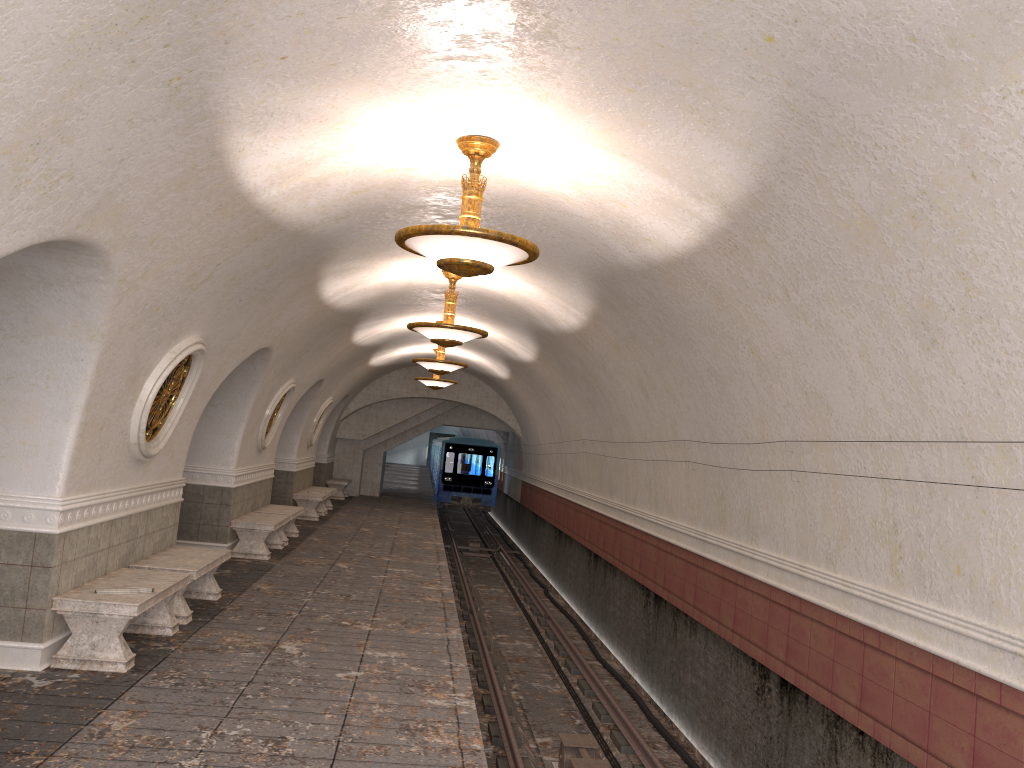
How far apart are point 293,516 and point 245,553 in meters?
1.9

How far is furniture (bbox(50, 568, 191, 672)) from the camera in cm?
645

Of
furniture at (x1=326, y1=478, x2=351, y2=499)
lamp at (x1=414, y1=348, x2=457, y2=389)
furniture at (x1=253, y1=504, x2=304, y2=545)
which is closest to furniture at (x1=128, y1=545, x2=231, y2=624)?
furniture at (x1=253, y1=504, x2=304, y2=545)

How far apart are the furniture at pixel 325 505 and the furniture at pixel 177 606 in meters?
11.1 m

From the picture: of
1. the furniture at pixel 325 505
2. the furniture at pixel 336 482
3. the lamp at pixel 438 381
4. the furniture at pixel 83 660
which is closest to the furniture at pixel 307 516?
the furniture at pixel 325 505

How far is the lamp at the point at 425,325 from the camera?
10.52m

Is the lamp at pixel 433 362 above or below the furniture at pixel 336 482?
above

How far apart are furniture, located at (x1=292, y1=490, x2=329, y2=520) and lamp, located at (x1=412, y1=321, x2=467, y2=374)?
4.59m

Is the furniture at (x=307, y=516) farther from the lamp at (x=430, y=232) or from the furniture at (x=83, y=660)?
the lamp at (x=430, y=232)

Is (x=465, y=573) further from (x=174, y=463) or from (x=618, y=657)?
(x=174, y=463)
